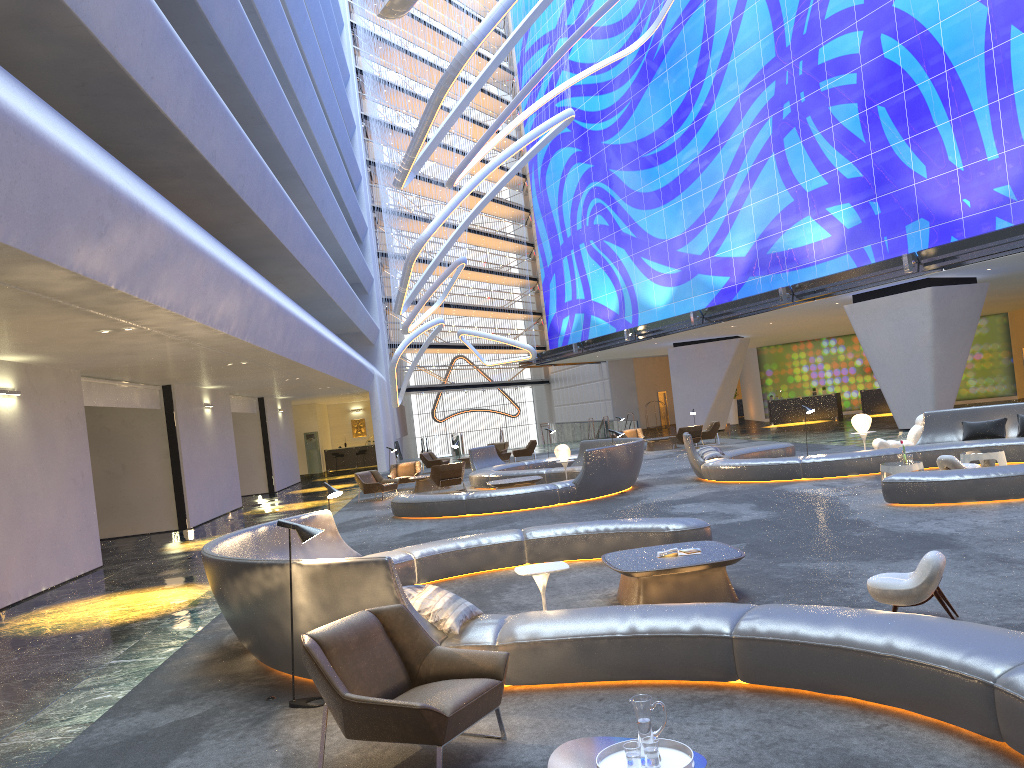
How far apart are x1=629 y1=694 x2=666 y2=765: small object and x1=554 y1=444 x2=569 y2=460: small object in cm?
1659

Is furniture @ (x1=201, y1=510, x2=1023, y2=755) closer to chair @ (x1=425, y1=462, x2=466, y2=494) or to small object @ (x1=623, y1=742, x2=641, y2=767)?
small object @ (x1=623, y1=742, x2=641, y2=767)

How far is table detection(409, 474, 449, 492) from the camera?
23.7m

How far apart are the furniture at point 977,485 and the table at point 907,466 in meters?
1.4

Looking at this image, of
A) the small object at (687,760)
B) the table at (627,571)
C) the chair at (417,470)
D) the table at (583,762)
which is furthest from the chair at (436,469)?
A: the small object at (687,760)

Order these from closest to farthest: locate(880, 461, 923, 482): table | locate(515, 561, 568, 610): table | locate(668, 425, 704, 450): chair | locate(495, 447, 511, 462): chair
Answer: locate(515, 561, 568, 610): table
locate(880, 461, 923, 482): table
locate(668, 425, 704, 450): chair
locate(495, 447, 511, 462): chair

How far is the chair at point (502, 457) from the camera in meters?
31.0

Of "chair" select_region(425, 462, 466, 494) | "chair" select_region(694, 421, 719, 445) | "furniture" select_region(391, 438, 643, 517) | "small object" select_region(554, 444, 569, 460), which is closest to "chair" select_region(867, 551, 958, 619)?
"furniture" select_region(391, 438, 643, 517)

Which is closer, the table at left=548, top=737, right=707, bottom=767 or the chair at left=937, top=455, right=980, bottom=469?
the table at left=548, top=737, right=707, bottom=767

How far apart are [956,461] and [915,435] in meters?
4.6 m
